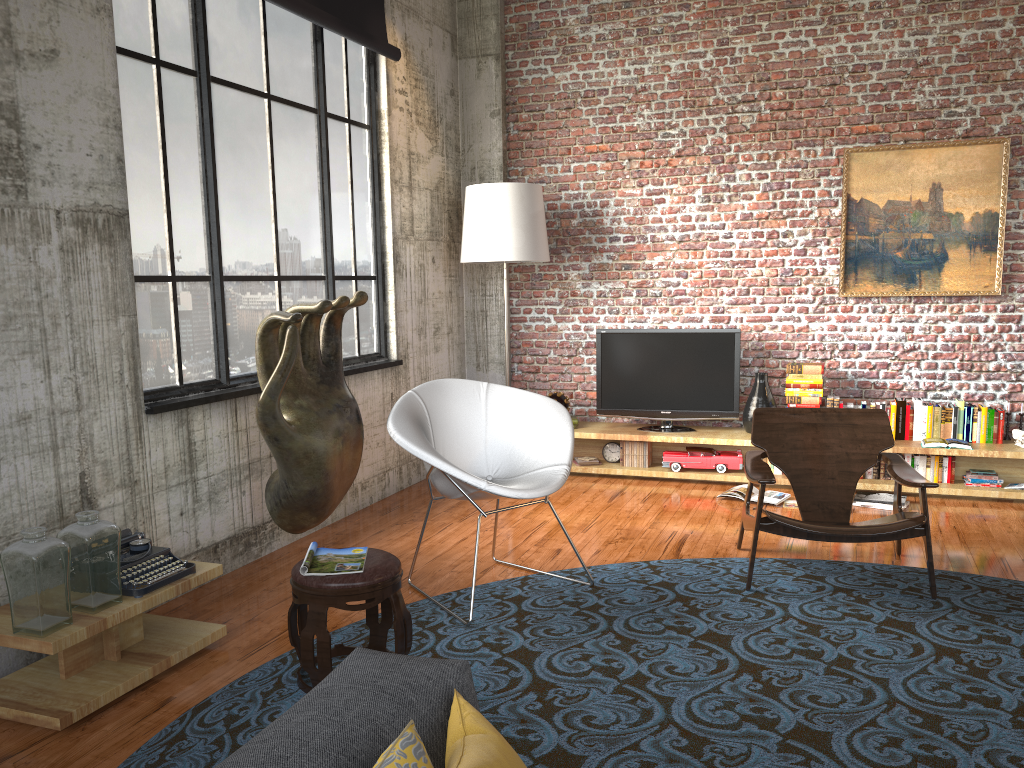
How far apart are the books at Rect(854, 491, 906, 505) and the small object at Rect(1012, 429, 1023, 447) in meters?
1.0 m

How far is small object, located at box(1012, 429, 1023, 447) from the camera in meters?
5.9 m

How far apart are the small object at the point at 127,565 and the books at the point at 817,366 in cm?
450

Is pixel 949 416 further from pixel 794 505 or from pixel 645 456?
pixel 645 456

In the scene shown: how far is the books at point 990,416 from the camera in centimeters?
611cm

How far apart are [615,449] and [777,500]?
1.45m

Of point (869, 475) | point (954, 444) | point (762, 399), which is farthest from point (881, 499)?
point (762, 399)

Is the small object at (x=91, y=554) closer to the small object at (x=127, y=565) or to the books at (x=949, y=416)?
the small object at (x=127, y=565)

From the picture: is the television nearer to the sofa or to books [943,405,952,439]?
books [943,405,952,439]

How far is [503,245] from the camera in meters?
6.5
